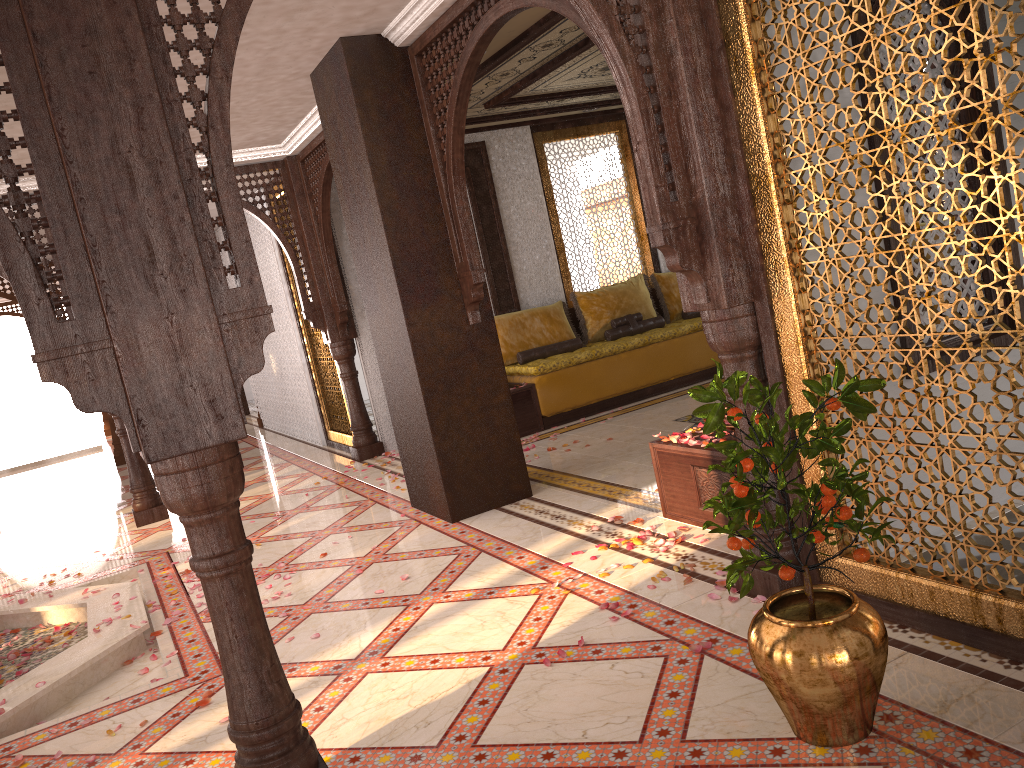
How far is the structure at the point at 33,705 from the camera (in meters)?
3.84

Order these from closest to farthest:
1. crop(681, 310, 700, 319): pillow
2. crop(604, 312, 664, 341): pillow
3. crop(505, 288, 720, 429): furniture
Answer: crop(505, 288, 720, 429): furniture < crop(604, 312, 664, 341): pillow < crop(681, 310, 700, 319): pillow

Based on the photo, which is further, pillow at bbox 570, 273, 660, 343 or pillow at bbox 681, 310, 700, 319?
pillow at bbox 681, 310, 700, 319

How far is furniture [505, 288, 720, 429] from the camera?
7.8m

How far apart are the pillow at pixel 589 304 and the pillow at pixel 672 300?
0.1m

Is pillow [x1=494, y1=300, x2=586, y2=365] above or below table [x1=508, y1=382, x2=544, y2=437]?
above

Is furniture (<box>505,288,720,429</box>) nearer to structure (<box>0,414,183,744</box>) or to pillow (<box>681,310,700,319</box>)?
pillow (<box>681,310,700,319</box>)

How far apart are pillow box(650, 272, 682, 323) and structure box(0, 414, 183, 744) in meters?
5.6

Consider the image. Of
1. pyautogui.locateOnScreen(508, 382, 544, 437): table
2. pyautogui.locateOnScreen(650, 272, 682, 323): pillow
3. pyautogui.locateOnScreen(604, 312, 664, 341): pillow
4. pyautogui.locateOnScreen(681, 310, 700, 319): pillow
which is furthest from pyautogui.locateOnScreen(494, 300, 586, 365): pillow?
pyautogui.locateOnScreen(681, 310, 700, 319): pillow

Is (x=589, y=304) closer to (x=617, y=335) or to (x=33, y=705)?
(x=617, y=335)
